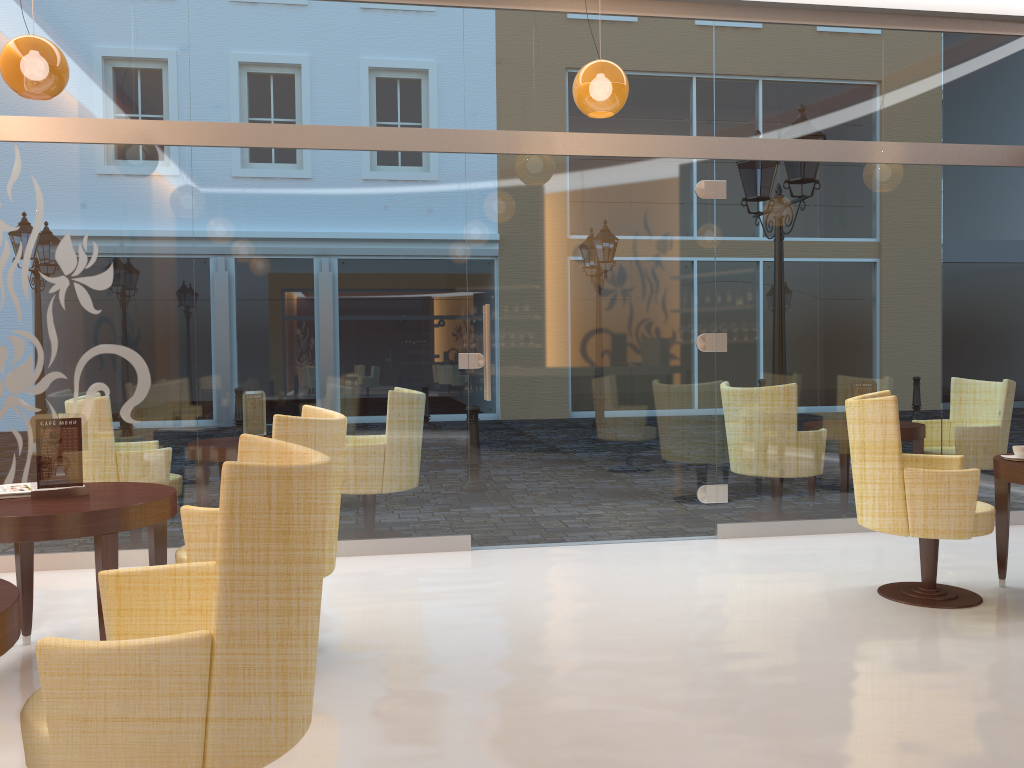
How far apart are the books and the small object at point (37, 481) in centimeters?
7cm

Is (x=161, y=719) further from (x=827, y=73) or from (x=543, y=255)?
(x=827, y=73)

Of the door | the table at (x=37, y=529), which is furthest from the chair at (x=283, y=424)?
the door

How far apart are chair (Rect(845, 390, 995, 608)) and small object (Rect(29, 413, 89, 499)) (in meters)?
3.50

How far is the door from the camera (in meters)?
5.60

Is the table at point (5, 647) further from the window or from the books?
the window

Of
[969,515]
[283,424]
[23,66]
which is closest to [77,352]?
[23,66]

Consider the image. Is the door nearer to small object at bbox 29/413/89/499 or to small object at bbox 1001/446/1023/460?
small object at bbox 1001/446/1023/460

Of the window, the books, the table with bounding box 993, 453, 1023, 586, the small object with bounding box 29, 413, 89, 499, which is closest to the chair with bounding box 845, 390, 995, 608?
the table with bounding box 993, 453, 1023, 586

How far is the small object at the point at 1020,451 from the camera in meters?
4.4
